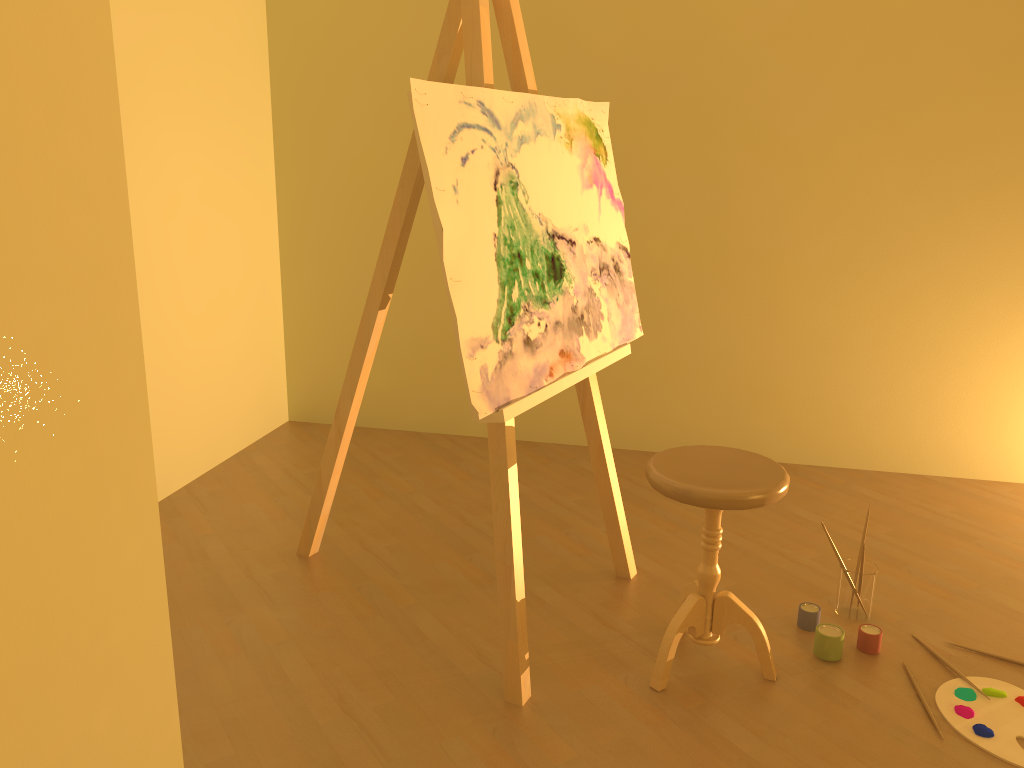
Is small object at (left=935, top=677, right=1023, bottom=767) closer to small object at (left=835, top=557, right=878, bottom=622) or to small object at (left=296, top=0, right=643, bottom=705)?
small object at (left=835, top=557, right=878, bottom=622)

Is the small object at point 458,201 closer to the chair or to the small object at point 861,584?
the chair

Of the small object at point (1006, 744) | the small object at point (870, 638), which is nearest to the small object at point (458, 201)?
the small object at point (870, 638)

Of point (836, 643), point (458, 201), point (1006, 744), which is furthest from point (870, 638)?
point (458, 201)

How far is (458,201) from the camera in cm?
192

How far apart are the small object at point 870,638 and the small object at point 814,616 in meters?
0.1 m

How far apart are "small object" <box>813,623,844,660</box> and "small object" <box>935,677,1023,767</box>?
0.2 meters

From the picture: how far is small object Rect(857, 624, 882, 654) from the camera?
2.4 meters

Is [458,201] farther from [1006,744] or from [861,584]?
[1006,744]

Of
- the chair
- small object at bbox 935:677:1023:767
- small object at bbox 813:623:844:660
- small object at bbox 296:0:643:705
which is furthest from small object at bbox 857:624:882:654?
small object at bbox 296:0:643:705
